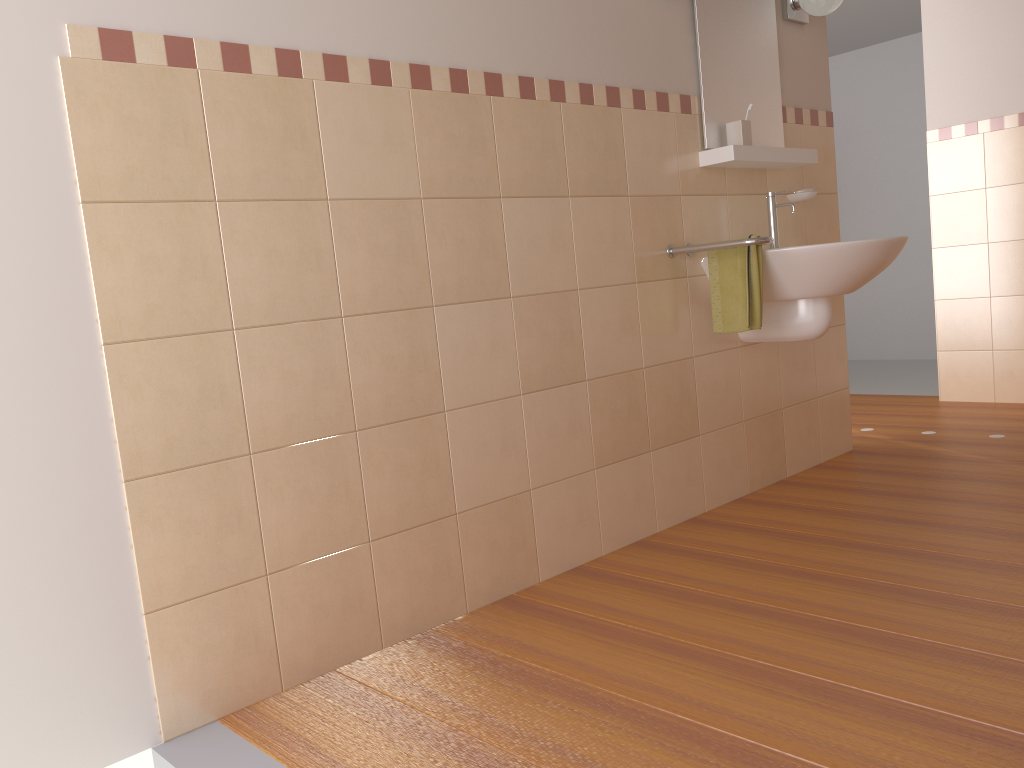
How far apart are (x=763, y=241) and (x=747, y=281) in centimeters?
16cm

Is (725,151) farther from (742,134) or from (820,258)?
(820,258)

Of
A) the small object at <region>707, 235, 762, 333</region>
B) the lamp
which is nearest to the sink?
the small object at <region>707, 235, 762, 333</region>

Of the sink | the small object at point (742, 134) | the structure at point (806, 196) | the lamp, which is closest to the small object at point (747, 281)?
the sink

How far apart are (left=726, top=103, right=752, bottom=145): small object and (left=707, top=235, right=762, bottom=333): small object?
0.4 meters

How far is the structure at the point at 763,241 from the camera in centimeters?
265cm

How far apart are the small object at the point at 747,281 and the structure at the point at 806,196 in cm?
68

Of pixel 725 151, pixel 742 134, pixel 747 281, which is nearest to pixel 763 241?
pixel 747 281

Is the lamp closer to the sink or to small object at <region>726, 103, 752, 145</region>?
small object at <region>726, 103, 752, 145</region>

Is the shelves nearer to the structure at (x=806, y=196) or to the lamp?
the structure at (x=806, y=196)
